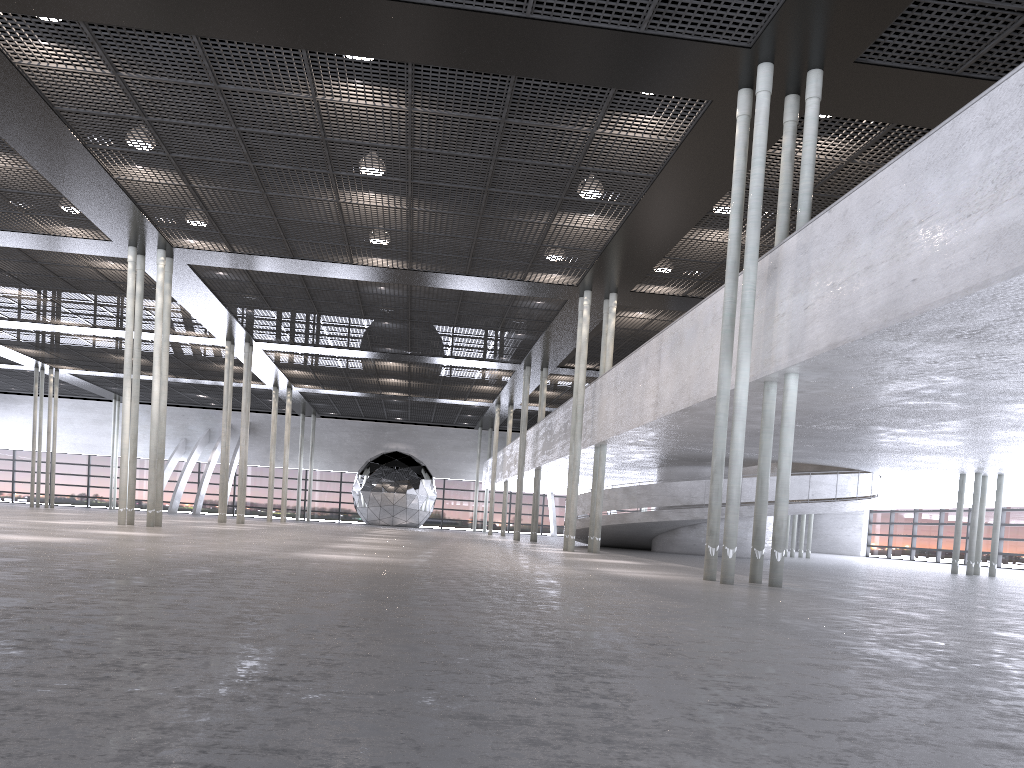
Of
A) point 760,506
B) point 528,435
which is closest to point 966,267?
point 760,506

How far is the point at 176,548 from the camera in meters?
10.3 m

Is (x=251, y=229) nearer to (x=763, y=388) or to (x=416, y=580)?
(x=763, y=388)
